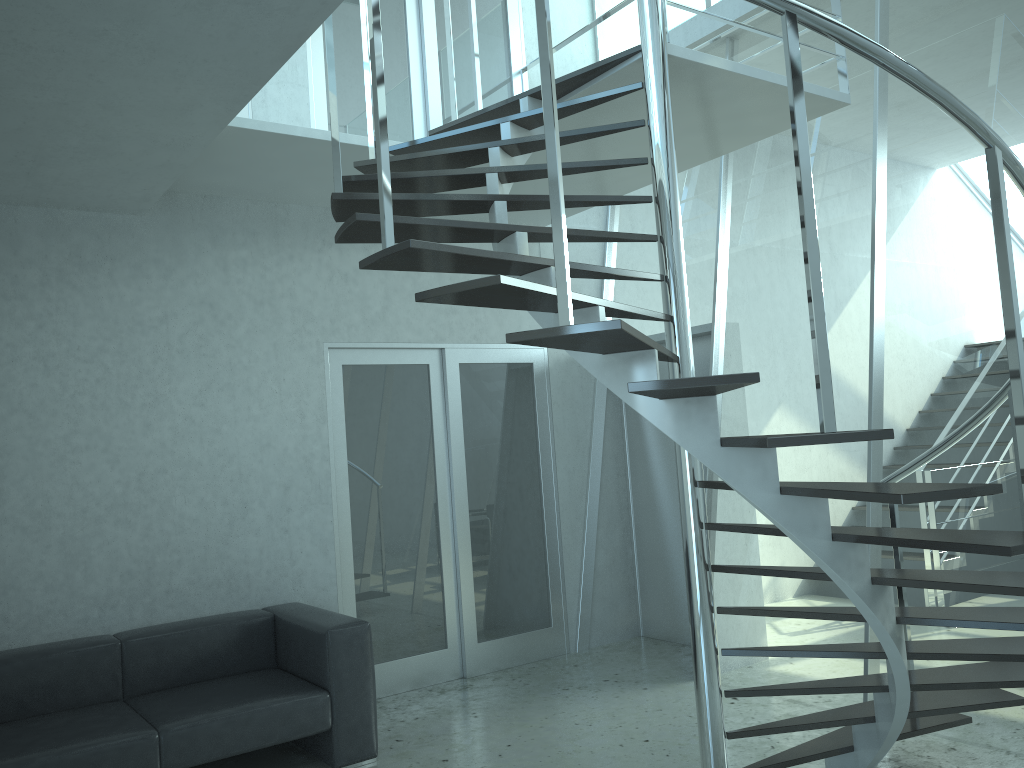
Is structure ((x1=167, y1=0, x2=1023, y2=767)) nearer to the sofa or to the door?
the door

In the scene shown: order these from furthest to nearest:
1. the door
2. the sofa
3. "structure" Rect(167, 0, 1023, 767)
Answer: the door
the sofa
"structure" Rect(167, 0, 1023, 767)

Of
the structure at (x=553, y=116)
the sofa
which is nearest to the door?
the sofa

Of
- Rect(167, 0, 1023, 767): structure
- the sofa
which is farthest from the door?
Rect(167, 0, 1023, 767): structure

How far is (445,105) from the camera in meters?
5.9

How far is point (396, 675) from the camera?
5.4m

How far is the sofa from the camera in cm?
365

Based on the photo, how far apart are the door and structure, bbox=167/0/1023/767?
0.88m

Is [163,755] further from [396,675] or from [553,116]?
[553,116]

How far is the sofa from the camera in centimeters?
365cm
